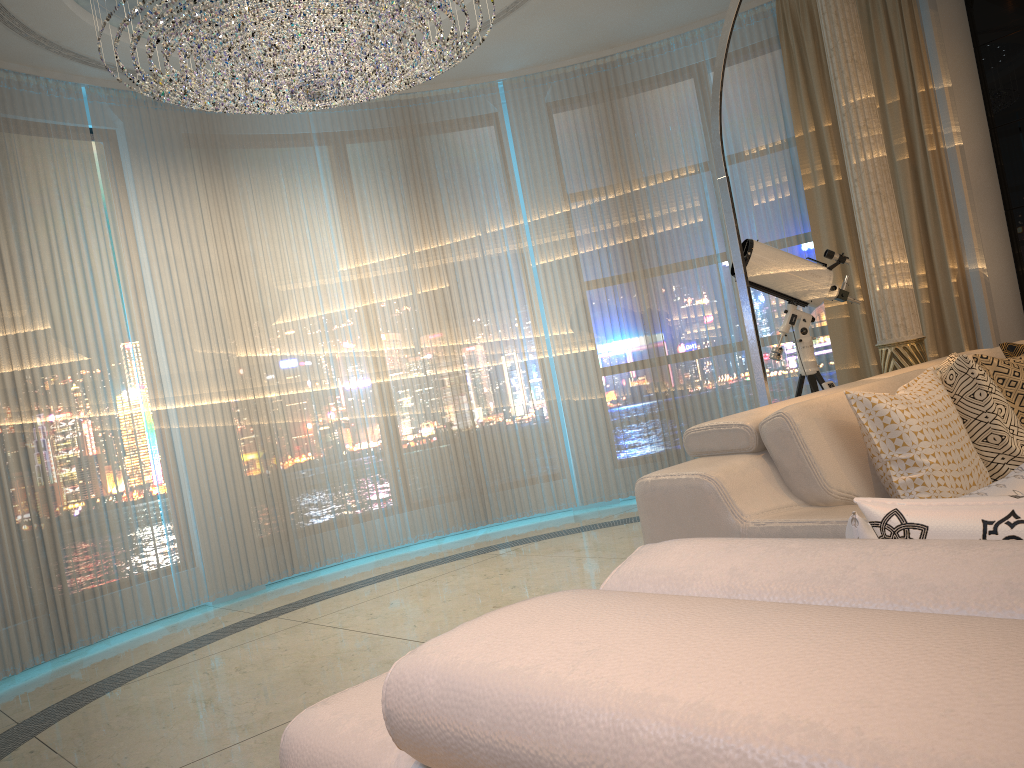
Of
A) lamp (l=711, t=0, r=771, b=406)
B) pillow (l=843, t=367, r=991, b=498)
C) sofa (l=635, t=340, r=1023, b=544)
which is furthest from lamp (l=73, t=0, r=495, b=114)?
pillow (l=843, t=367, r=991, b=498)

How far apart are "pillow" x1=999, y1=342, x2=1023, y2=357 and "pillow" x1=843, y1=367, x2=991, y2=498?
0.69m

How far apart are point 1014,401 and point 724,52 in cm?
158

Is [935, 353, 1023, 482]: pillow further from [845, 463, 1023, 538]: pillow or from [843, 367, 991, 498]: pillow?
[845, 463, 1023, 538]: pillow

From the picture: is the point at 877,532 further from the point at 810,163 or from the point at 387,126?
the point at 387,126

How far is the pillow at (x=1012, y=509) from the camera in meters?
0.7 m

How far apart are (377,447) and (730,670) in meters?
5.4 m

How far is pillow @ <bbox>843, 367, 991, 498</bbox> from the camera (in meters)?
2.22

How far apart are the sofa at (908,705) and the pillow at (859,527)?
0.21m

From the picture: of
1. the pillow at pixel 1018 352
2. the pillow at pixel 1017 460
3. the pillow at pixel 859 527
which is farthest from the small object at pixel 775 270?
the pillow at pixel 859 527
